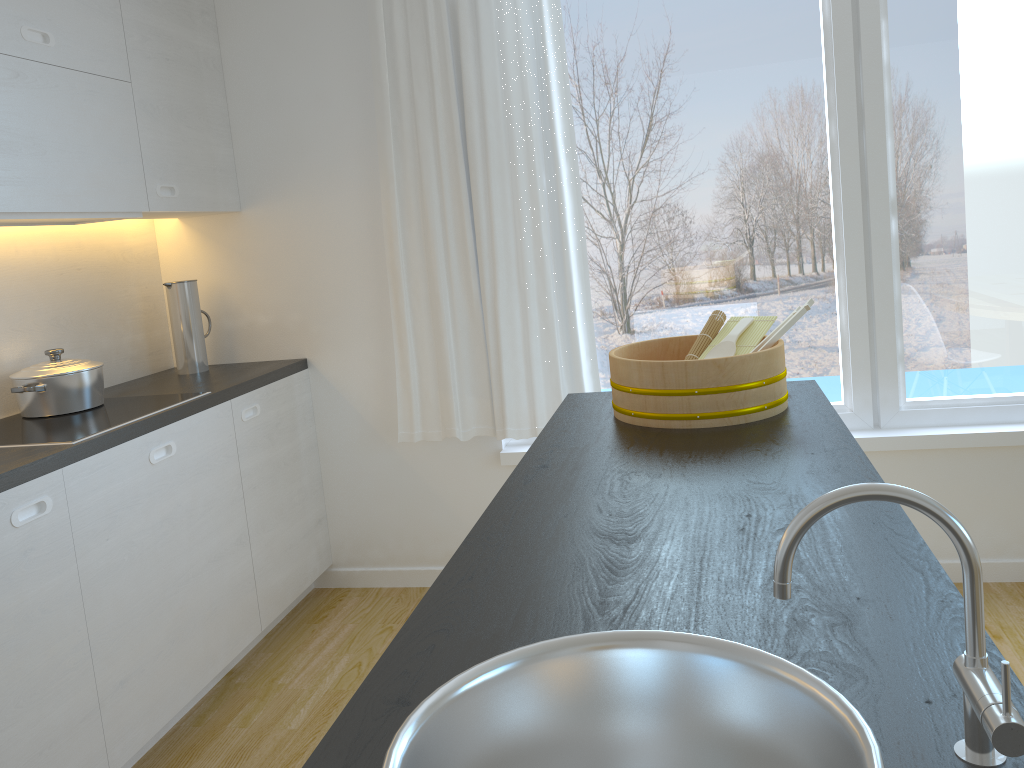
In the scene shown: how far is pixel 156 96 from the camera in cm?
295

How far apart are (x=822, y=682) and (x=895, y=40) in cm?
277

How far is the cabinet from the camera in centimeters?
211cm

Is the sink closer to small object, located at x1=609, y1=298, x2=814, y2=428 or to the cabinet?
small object, located at x1=609, y1=298, x2=814, y2=428

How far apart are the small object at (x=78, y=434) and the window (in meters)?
1.47

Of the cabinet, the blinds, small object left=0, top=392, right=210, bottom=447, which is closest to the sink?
the cabinet

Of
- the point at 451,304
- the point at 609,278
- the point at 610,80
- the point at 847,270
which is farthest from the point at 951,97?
Answer: the point at 451,304

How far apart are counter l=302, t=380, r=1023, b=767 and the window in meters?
1.2 m

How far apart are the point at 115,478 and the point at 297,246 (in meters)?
1.35

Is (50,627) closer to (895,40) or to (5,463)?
(5,463)
